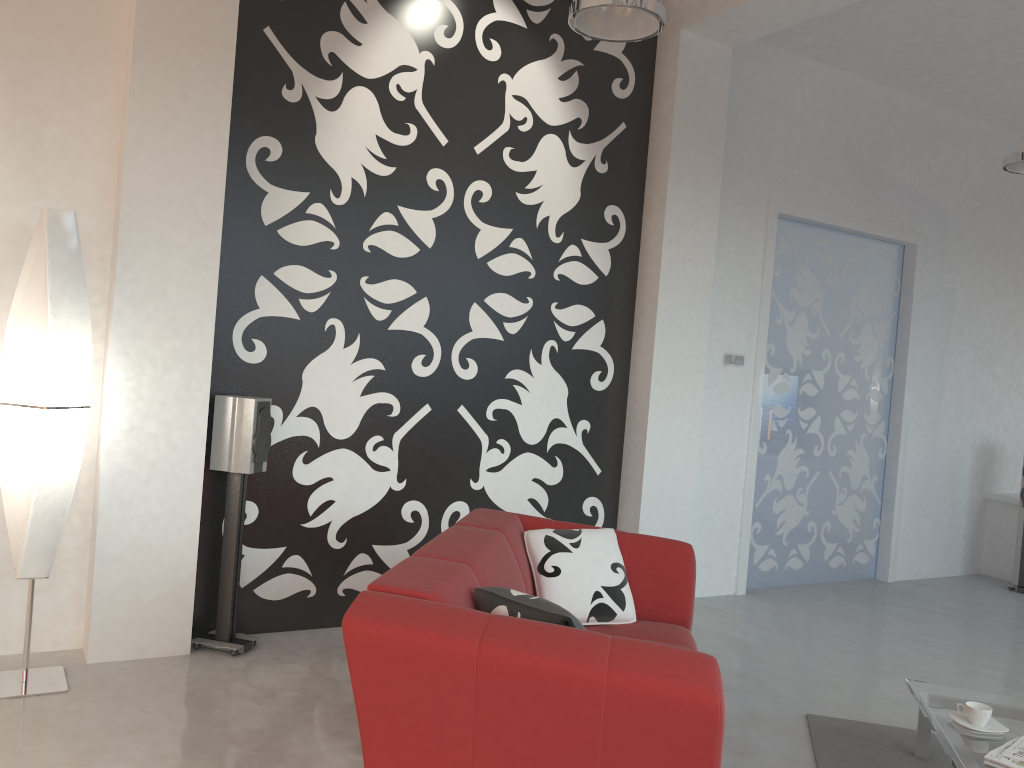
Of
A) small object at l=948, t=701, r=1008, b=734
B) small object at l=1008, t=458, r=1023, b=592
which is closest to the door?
small object at l=1008, t=458, r=1023, b=592

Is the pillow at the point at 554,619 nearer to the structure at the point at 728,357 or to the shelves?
the structure at the point at 728,357

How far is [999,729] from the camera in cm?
282

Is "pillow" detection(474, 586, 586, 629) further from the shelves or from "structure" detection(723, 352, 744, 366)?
the shelves

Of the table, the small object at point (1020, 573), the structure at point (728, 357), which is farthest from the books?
the small object at point (1020, 573)

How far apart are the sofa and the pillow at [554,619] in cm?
2

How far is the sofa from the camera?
2.0m

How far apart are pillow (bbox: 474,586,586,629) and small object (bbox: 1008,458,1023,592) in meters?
5.5

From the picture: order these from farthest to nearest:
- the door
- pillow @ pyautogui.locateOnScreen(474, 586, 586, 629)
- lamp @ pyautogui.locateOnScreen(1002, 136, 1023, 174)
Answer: the door → lamp @ pyautogui.locateOnScreen(1002, 136, 1023, 174) → pillow @ pyautogui.locateOnScreen(474, 586, 586, 629)

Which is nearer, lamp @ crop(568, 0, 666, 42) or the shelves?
lamp @ crop(568, 0, 666, 42)
